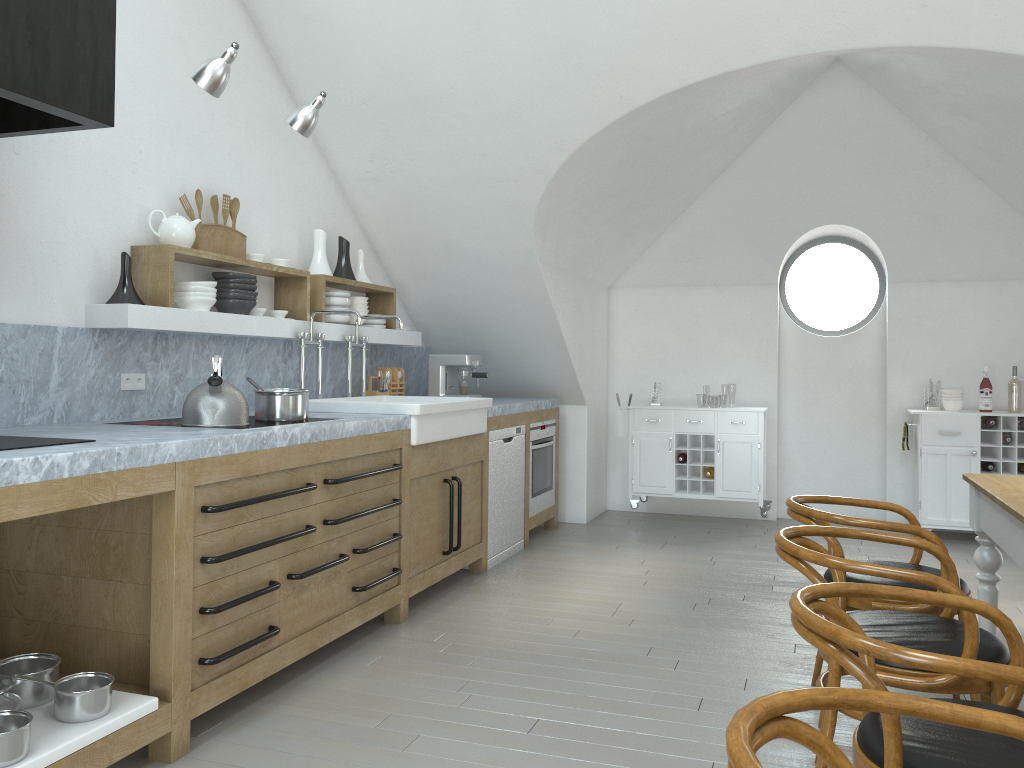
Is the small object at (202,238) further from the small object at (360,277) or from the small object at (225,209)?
the small object at (360,277)

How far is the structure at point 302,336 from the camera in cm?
455

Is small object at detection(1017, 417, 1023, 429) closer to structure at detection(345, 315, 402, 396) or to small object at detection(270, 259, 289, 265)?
structure at detection(345, 315, 402, 396)

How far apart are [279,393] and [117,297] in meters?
0.7

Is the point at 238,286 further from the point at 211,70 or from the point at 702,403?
the point at 702,403

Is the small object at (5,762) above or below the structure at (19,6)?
below

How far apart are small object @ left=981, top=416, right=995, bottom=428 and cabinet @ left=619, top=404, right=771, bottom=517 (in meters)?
1.51

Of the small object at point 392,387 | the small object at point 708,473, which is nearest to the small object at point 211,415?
the small object at point 392,387

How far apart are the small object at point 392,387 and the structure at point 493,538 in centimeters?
75cm

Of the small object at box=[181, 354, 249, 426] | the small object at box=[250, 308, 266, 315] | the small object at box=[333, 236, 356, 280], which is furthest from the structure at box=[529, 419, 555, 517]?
the small object at box=[181, 354, 249, 426]
